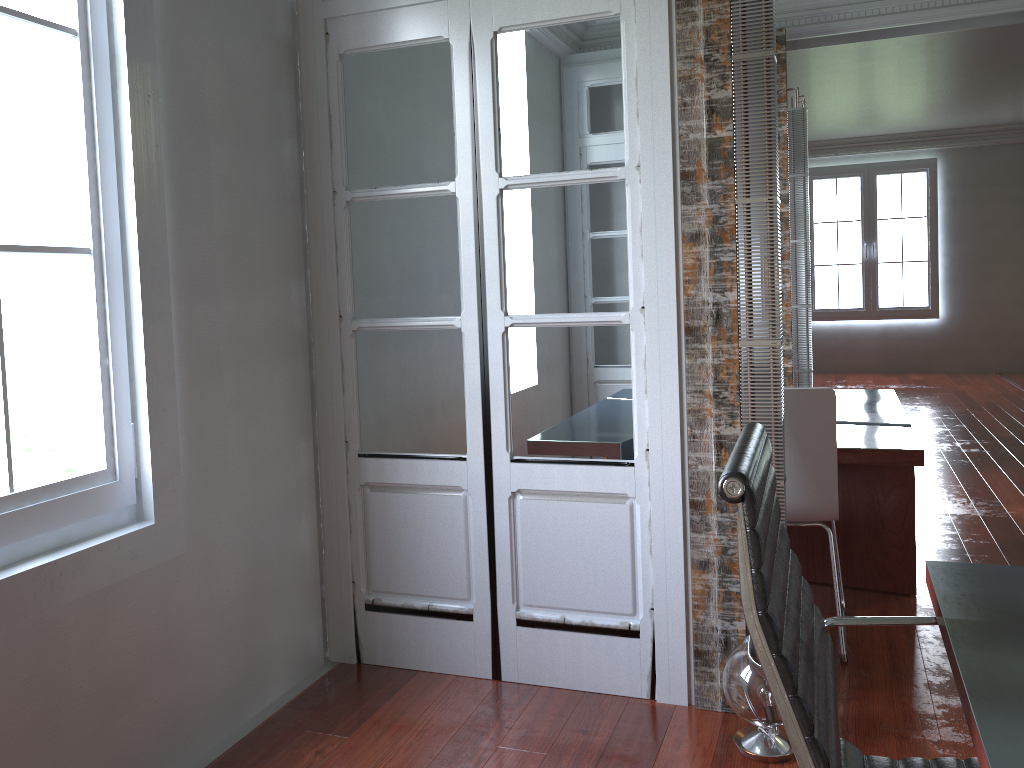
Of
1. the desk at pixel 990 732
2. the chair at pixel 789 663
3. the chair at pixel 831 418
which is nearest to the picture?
the chair at pixel 831 418

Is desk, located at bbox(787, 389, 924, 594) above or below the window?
below

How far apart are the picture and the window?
10.4 meters

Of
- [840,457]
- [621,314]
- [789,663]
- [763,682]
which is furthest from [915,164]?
[789,663]

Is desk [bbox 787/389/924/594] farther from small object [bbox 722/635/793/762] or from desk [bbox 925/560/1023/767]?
desk [bbox 925/560/1023/767]

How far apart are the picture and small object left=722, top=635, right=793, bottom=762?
9.7m

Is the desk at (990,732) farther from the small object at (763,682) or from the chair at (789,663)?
the small object at (763,682)

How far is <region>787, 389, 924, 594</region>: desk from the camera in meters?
3.2 m

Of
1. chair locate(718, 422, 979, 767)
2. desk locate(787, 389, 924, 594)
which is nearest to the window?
chair locate(718, 422, 979, 767)

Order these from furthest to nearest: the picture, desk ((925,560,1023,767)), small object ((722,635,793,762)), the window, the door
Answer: the picture → the door → small object ((722,635,793,762)) → the window → desk ((925,560,1023,767))
